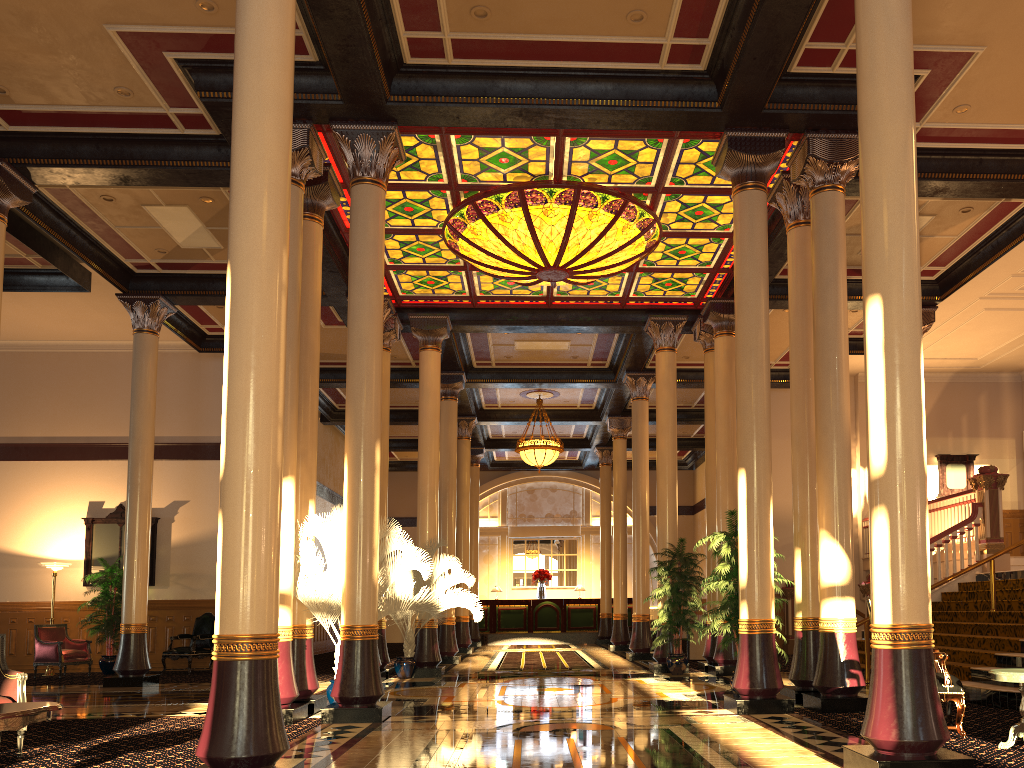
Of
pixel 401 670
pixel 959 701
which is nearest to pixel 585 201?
pixel 959 701

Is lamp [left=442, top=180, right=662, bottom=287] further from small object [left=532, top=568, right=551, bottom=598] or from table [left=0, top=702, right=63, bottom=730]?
small object [left=532, top=568, right=551, bottom=598]

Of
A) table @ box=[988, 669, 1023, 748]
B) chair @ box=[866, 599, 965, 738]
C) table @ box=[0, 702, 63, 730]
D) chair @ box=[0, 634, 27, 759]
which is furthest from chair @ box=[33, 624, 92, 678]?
table @ box=[988, 669, 1023, 748]

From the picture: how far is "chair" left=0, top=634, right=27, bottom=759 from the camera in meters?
6.4

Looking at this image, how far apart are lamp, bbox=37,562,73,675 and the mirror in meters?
0.7

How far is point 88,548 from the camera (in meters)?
16.63

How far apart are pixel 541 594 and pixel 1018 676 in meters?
21.7 m

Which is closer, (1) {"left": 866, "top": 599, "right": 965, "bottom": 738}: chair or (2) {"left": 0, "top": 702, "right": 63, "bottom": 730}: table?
(2) {"left": 0, "top": 702, "right": 63, "bottom": 730}: table

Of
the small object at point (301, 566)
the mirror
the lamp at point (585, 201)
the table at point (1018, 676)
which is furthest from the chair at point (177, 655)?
the table at point (1018, 676)

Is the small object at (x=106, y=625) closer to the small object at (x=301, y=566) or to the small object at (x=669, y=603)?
the small object at (x=301, y=566)
